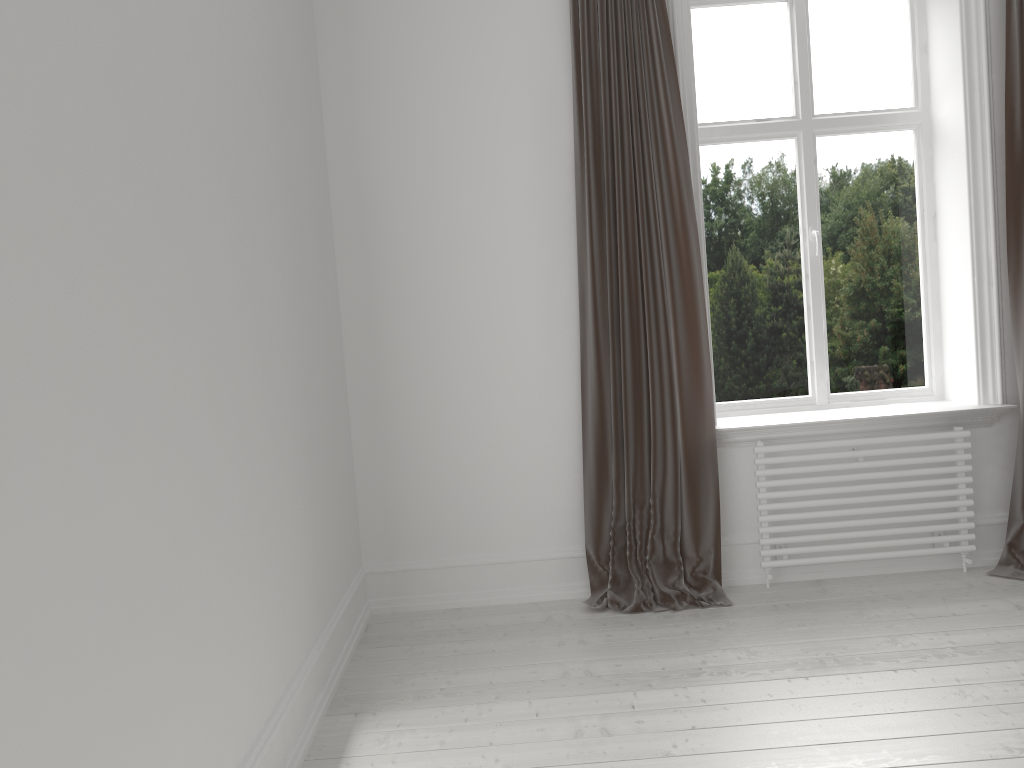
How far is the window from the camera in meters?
4.0 m

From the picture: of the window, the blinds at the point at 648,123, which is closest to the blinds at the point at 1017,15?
the window

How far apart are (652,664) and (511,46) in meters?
2.5

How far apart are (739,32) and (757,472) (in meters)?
1.97

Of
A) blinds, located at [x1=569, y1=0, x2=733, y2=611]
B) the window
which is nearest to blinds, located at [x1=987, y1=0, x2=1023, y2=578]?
the window

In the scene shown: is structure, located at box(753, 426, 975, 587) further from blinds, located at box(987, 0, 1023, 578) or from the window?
the window

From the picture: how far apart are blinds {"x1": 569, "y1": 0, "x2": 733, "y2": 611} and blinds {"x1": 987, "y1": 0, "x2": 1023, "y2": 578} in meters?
1.1

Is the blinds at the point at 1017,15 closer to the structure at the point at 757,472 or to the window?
the structure at the point at 757,472

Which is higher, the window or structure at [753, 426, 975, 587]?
the window

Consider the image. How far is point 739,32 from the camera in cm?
398
